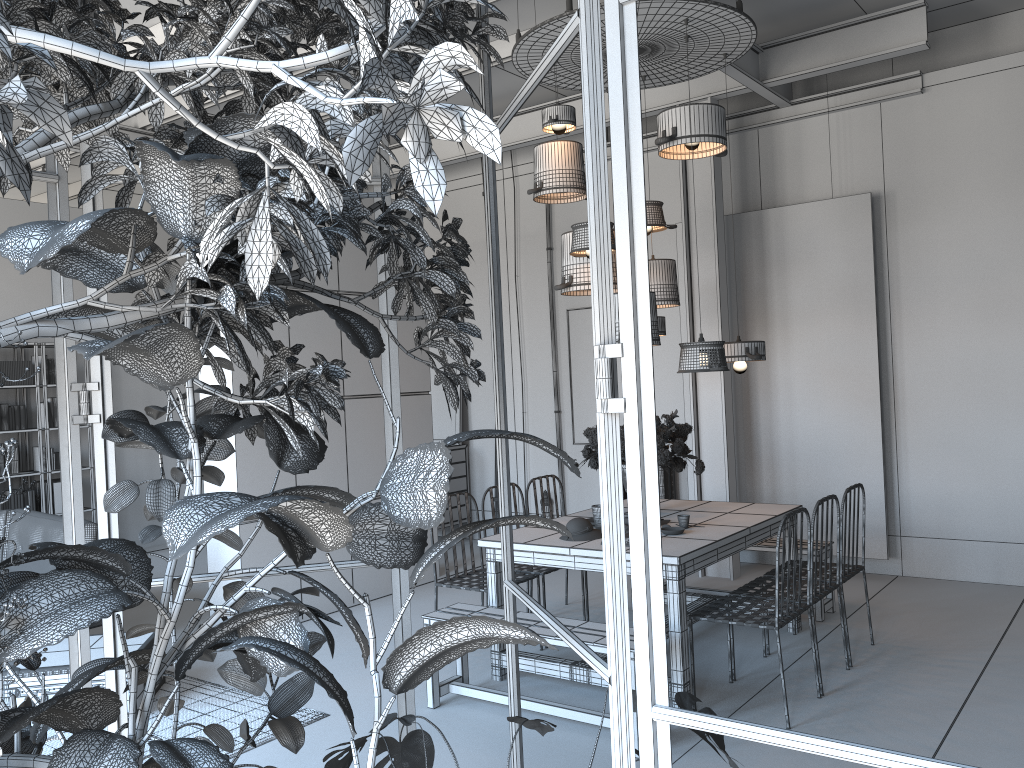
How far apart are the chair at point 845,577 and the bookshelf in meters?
7.0 m

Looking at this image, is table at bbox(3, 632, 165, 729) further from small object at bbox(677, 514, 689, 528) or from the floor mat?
small object at bbox(677, 514, 689, 528)

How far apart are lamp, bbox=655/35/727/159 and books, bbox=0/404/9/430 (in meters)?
6.77

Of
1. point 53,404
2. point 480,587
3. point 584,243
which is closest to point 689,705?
point 480,587

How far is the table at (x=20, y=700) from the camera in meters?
4.5

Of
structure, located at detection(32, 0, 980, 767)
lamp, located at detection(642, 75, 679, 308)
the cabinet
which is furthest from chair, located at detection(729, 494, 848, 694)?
the cabinet

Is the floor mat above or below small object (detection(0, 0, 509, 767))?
below

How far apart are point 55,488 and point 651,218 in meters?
6.5 m

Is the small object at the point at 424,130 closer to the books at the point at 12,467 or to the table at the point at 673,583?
the table at the point at 673,583

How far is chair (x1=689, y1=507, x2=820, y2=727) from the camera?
4.1 meters
